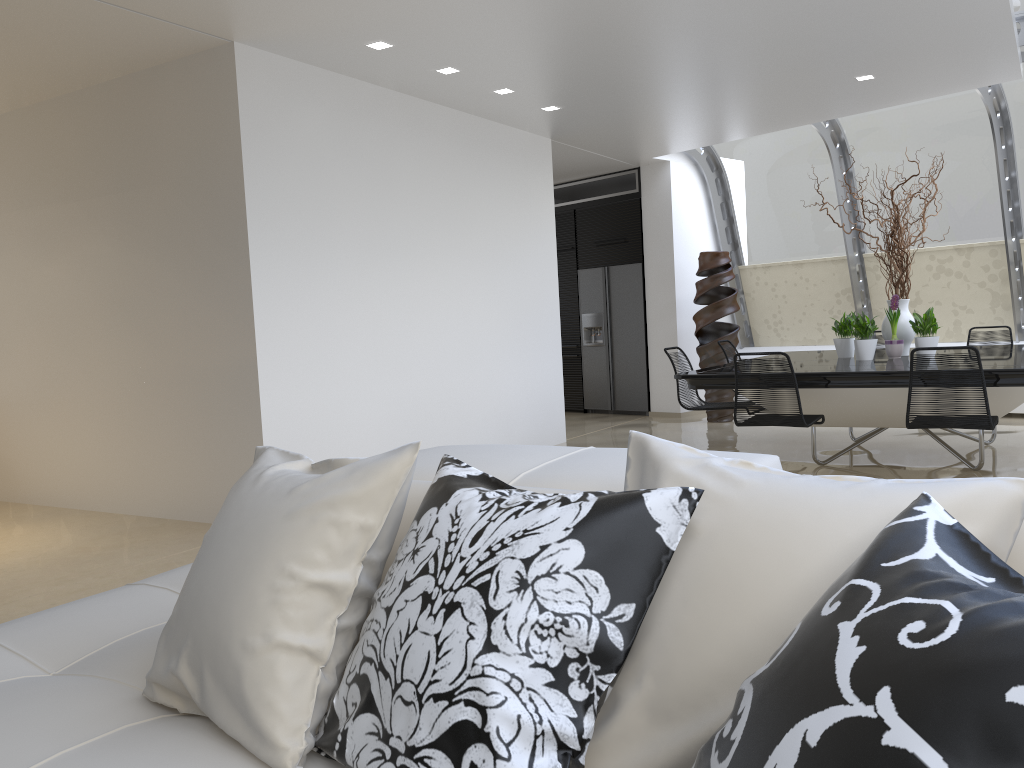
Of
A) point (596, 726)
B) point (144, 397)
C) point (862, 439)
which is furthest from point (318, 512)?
point (862, 439)

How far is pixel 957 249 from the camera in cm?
897

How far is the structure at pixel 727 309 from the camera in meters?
9.3 m

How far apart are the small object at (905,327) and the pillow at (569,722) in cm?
582

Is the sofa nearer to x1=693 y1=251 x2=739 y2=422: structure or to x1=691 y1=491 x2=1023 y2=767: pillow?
x1=691 y1=491 x2=1023 y2=767: pillow

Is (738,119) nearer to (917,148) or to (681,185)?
(681,185)

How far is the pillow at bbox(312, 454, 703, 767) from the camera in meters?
1.2 m

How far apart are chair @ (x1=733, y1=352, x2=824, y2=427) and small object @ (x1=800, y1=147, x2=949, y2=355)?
1.5m

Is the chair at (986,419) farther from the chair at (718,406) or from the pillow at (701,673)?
the pillow at (701,673)

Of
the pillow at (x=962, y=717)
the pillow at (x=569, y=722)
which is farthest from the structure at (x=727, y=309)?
the pillow at (x=962, y=717)
